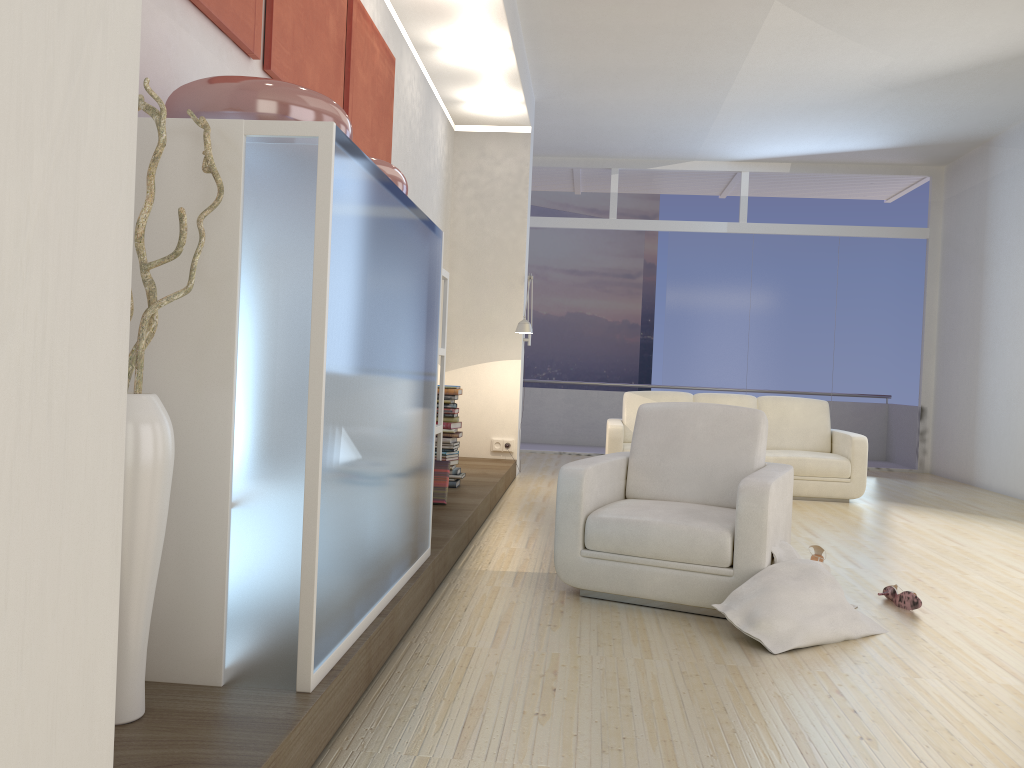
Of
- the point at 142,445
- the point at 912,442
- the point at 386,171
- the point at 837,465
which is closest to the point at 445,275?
the point at 386,171

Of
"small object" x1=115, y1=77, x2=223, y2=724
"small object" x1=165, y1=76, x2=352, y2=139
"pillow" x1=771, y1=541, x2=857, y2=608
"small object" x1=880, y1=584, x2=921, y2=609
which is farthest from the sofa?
"small object" x1=115, y1=77, x2=223, y2=724

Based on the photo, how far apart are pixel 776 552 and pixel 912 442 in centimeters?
768cm

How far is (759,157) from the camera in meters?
10.3 m

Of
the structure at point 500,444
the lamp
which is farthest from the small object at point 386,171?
the structure at point 500,444

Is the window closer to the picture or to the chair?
the picture

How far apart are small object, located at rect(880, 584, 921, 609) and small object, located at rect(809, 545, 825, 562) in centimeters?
43cm

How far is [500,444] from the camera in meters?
8.2 m

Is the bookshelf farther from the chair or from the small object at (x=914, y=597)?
the small object at (x=914, y=597)

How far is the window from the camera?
10.4m
